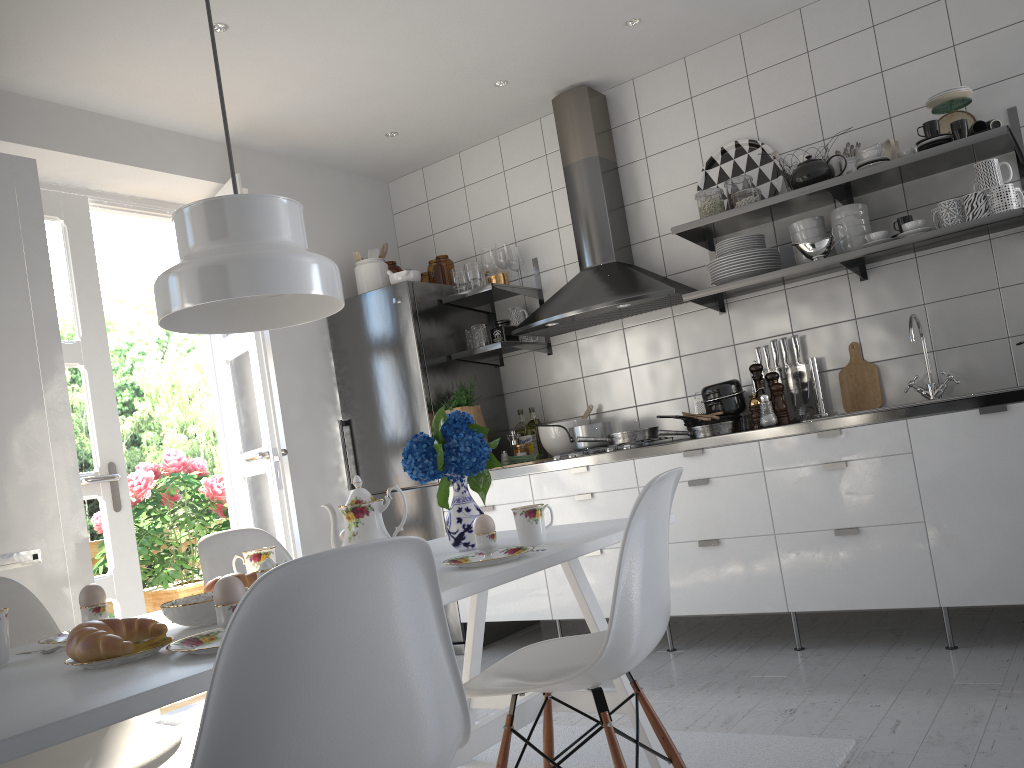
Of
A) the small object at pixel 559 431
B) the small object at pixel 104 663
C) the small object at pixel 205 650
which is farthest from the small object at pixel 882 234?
the small object at pixel 104 663

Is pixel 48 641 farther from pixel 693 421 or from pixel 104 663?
pixel 693 421

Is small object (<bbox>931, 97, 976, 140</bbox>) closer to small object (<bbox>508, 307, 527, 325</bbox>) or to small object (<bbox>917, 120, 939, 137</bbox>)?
small object (<bbox>917, 120, 939, 137</bbox>)

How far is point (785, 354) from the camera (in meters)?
3.83

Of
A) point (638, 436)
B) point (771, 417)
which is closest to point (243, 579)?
point (638, 436)

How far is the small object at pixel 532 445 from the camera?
4.5m

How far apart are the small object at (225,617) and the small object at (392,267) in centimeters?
361cm

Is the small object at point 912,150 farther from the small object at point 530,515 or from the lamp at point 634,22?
the small object at point 530,515

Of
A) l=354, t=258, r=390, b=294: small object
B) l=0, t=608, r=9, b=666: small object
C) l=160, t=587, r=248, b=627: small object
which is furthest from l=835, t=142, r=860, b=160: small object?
l=0, t=608, r=9, b=666: small object

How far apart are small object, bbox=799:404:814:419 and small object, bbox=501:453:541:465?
1.2 meters
